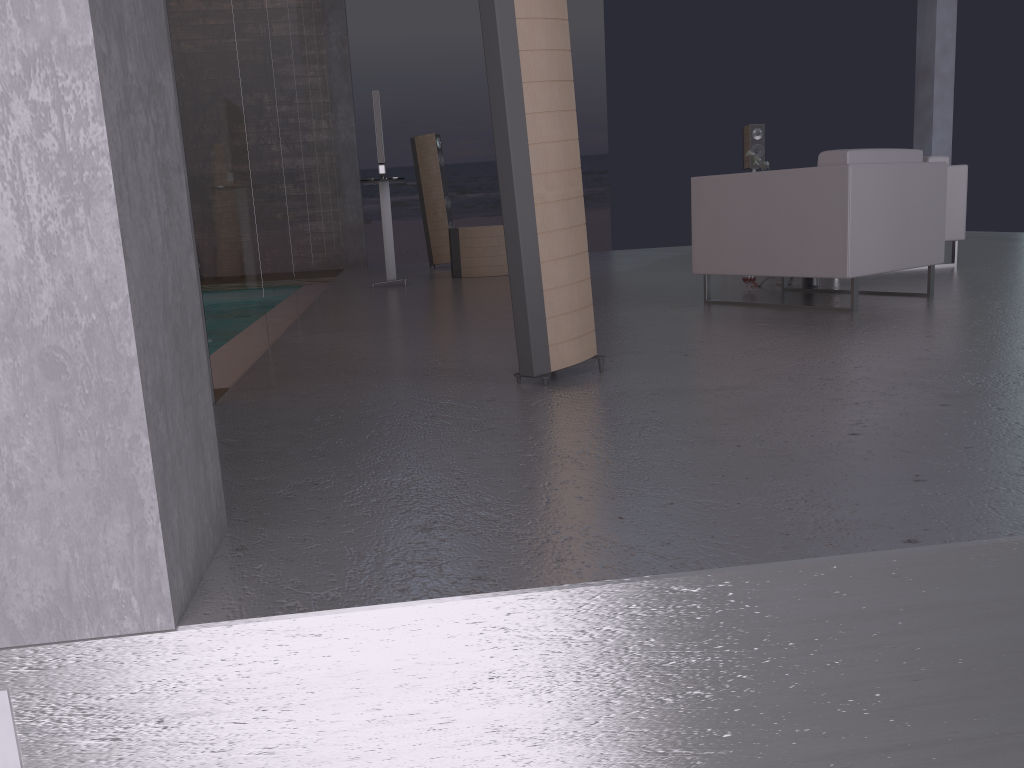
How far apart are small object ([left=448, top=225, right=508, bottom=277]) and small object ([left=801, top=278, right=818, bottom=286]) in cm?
325

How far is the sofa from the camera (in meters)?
6.47

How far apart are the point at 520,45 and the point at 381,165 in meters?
4.5 m

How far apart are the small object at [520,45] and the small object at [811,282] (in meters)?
3.04

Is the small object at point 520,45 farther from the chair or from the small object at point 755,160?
the small object at point 755,160

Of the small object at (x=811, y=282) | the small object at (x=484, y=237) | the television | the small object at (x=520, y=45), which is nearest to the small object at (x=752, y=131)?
the small object at (x=484, y=237)

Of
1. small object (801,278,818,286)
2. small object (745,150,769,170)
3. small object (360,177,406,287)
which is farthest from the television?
small object (745,150,769,170)

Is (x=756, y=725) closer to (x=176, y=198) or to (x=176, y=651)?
(x=176, y=651)

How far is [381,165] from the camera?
7.13m

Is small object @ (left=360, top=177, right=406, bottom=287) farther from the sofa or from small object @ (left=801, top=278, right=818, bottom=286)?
the sofa
